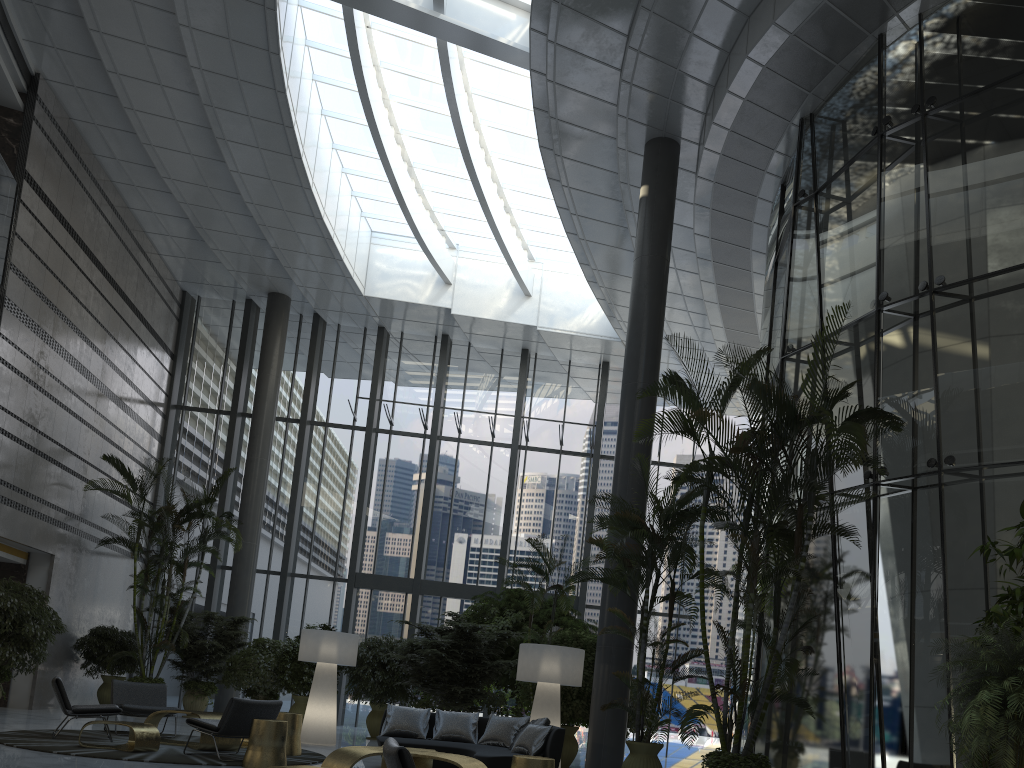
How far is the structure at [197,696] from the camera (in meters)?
14.33

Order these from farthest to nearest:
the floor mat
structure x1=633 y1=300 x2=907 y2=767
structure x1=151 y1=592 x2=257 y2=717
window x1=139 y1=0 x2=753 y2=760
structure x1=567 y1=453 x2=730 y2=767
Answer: window x1=139 y1=0 x2=753 y2=760, structure x1=151 y1=592 x2=257 y2=717, structure x1=567 y1=453 x2=730 y2=767, the floor mat, structure x1=633 y1=300 x2=907 y2=767

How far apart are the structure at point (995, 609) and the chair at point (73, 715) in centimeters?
841cm

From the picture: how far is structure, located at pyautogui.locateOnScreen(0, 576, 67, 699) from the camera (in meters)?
11.07

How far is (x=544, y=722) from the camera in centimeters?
839cm

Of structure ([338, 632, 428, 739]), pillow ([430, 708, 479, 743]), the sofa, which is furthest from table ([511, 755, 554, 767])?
structure ([338, 632, 428, 739])

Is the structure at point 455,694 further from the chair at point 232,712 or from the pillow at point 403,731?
the chair at point 232,712

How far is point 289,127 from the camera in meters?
13.7

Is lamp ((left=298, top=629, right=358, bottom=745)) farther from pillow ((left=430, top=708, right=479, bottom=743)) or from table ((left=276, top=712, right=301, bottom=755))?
pillow ((left=430, top=708, right=479, bottom=743))

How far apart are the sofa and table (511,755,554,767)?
1.62m
